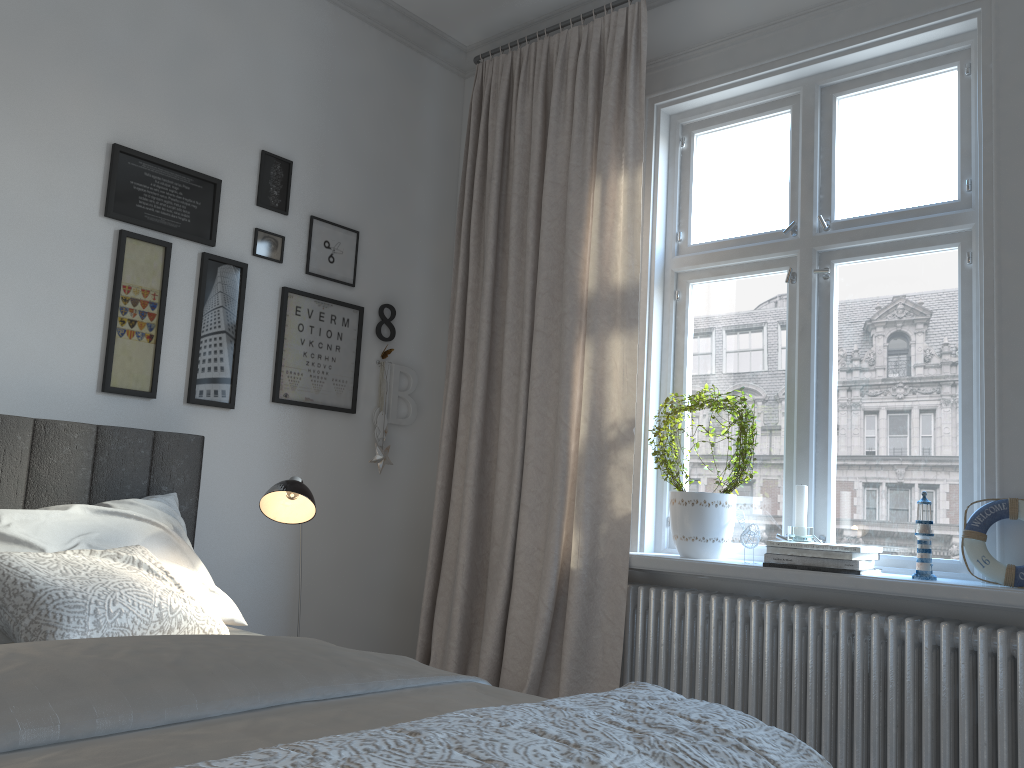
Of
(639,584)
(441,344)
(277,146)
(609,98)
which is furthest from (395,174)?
(639,584)

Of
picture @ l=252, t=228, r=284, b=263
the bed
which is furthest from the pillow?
picture @ l=252, t=228, r=284, b=263

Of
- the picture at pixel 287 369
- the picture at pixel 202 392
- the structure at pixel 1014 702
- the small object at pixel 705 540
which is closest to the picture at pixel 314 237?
the picture at pixel 287 369

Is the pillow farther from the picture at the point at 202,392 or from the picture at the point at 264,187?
the picture at the point at 264,187

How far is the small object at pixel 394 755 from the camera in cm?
95

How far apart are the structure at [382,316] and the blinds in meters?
0.3 m

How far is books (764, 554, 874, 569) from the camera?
2.43m

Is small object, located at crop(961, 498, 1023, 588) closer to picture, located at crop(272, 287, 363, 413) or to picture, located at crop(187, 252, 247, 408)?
picture, located at crop(272, 287, 363, 413)

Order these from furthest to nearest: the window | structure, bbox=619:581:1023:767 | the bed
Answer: the window
structure, bbox=619:581:1023:767
the bed

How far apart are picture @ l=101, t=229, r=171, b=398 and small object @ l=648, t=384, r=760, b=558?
1.64m
